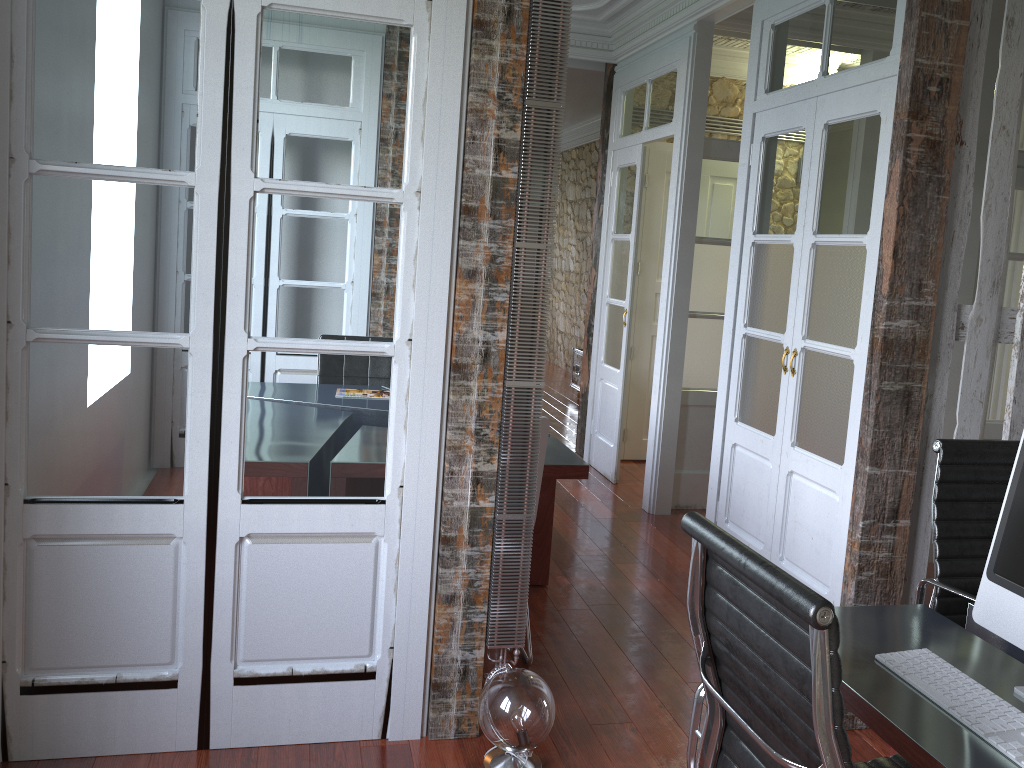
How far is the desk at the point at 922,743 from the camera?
1.44m

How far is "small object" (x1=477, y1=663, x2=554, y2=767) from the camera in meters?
2.4

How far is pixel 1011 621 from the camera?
1.7 meters

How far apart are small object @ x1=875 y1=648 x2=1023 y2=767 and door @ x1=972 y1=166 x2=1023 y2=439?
3.46m

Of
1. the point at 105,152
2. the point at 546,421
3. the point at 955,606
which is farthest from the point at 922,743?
the point at 105,152

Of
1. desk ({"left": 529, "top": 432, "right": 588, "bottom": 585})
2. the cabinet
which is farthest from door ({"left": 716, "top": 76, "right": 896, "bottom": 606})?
the cabinet

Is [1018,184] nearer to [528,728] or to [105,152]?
[528,728]

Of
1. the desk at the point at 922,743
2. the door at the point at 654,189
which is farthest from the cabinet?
the desk at the point at 922,743

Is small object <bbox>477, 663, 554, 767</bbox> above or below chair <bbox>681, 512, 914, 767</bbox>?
below

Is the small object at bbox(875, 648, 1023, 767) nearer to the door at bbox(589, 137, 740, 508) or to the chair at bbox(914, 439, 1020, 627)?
the chair at bbox(914, 439, 1020, 627)
